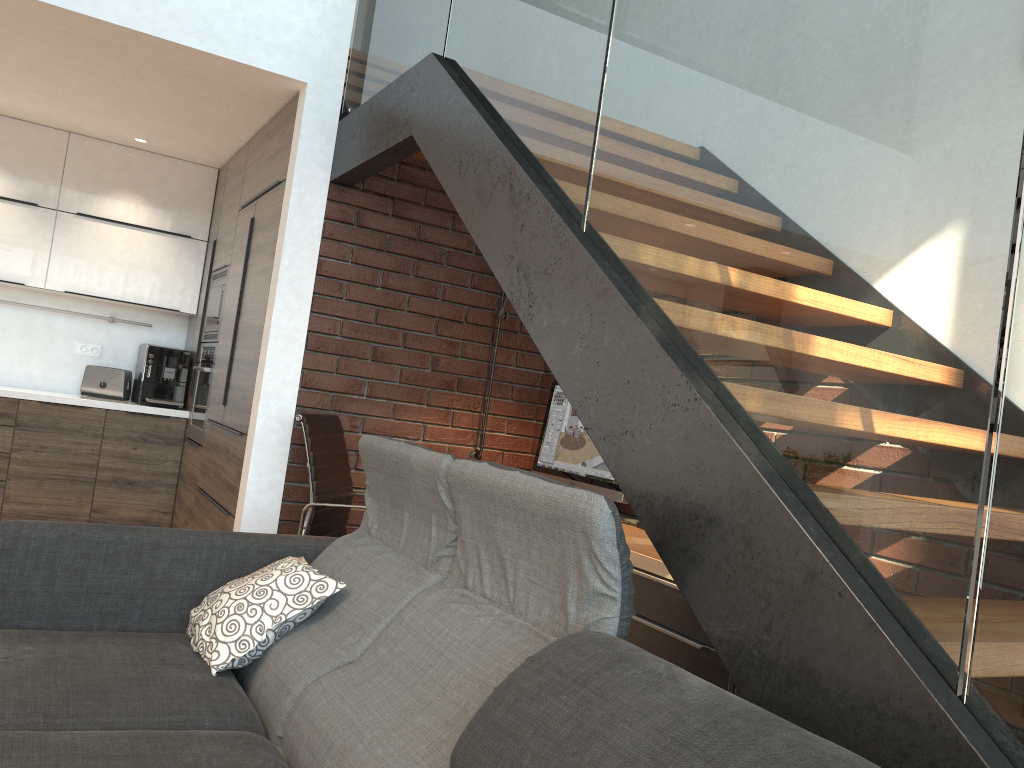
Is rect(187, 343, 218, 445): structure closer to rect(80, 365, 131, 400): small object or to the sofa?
rect(80, 365, 131, 400): small object

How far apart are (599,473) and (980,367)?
2.5 meters

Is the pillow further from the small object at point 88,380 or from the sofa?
the small object at point 88,380

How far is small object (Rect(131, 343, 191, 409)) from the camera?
5.4m

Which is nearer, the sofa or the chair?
the sofa

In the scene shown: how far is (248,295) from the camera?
4.3m

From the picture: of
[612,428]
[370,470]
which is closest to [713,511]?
[612,428]

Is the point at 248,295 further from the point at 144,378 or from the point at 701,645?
the point at 701,645

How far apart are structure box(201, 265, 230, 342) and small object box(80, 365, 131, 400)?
0.57m

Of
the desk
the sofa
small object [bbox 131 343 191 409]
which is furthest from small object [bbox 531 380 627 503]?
small object [bbox 131 343 191 409]
